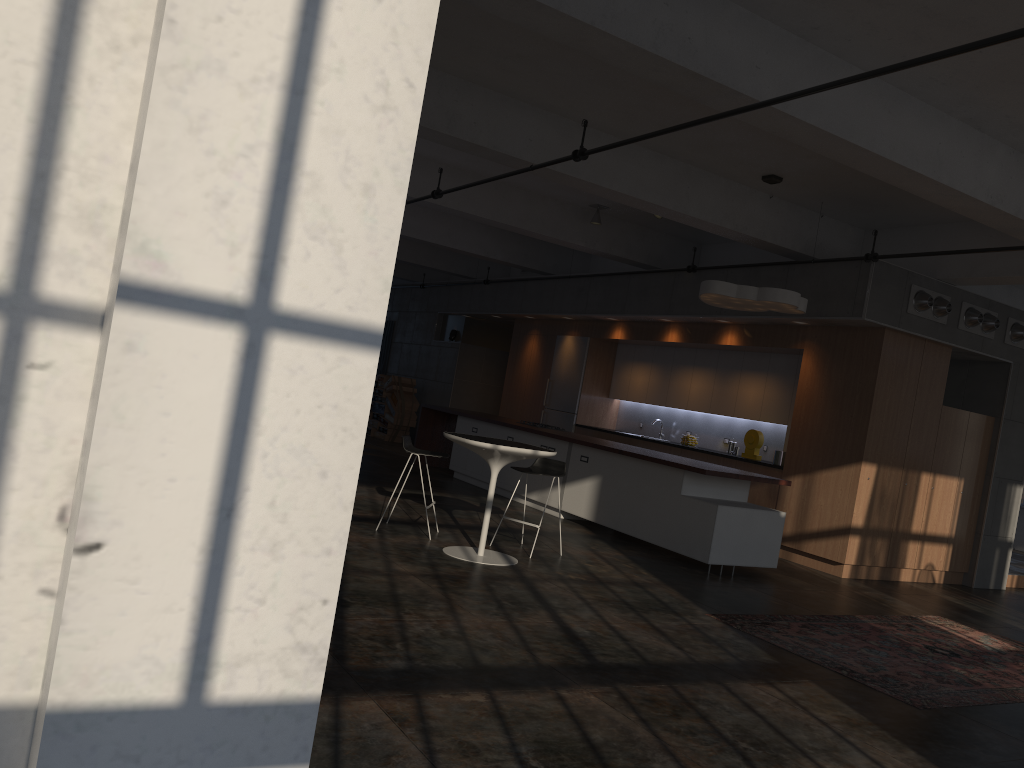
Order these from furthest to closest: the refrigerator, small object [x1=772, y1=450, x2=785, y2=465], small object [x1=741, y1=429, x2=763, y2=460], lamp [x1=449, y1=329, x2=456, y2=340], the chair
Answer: lamp [x1=449, y1=329, x2=456, y2=340] < the refrigerator < small object [x1=741, y1=429, x2=763, y2=460] < small object [x1=772, y1=450, x2=785, y2=465] < the chair

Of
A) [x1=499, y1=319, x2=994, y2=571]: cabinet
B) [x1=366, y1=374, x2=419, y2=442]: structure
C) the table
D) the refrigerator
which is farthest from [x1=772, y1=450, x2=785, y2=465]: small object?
[x1=366, y1=374, x2=419, y2=442]: structure

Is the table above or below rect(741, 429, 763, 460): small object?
below

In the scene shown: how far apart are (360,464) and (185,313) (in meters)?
0.37

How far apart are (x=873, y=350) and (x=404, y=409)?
10.1m

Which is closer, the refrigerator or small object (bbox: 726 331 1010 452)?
small object (bbox: 726 331 1010 452)

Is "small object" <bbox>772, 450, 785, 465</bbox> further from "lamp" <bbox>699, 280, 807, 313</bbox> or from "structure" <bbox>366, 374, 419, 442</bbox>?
"structure" <bbox>366, 374, 419, 442</bbox>

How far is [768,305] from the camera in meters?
8.8

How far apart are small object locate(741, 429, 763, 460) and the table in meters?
4.8

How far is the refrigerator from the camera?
14.2m
